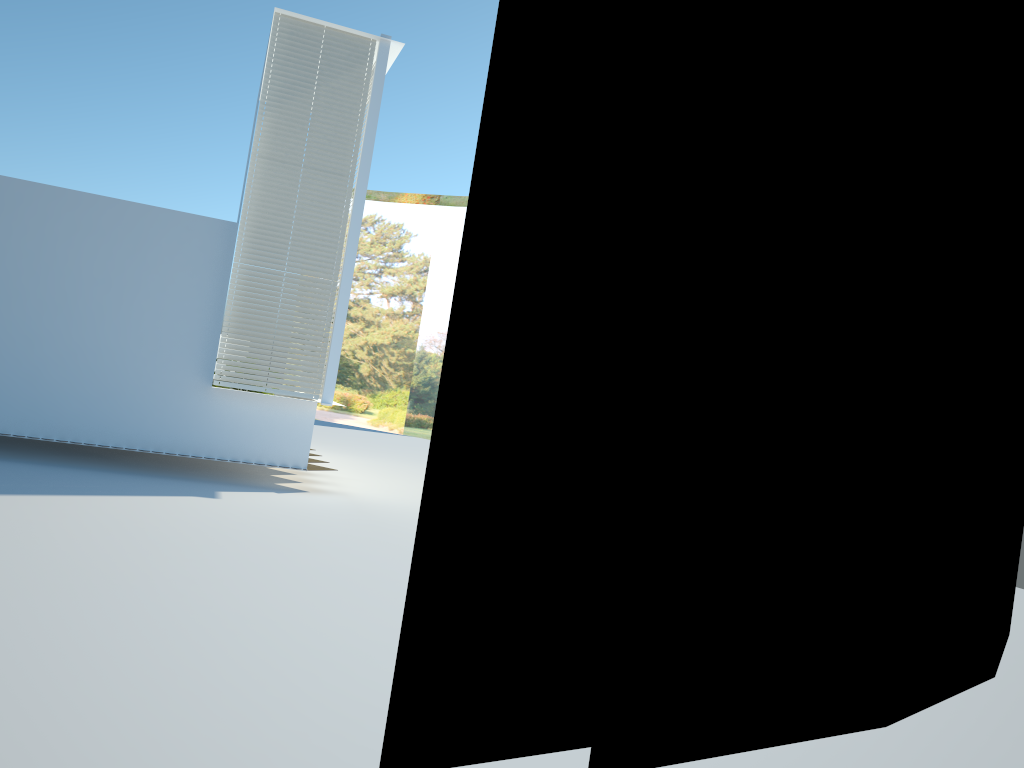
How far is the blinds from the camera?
9.9 meters

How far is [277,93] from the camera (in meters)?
9.91

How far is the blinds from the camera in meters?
9.9 m
